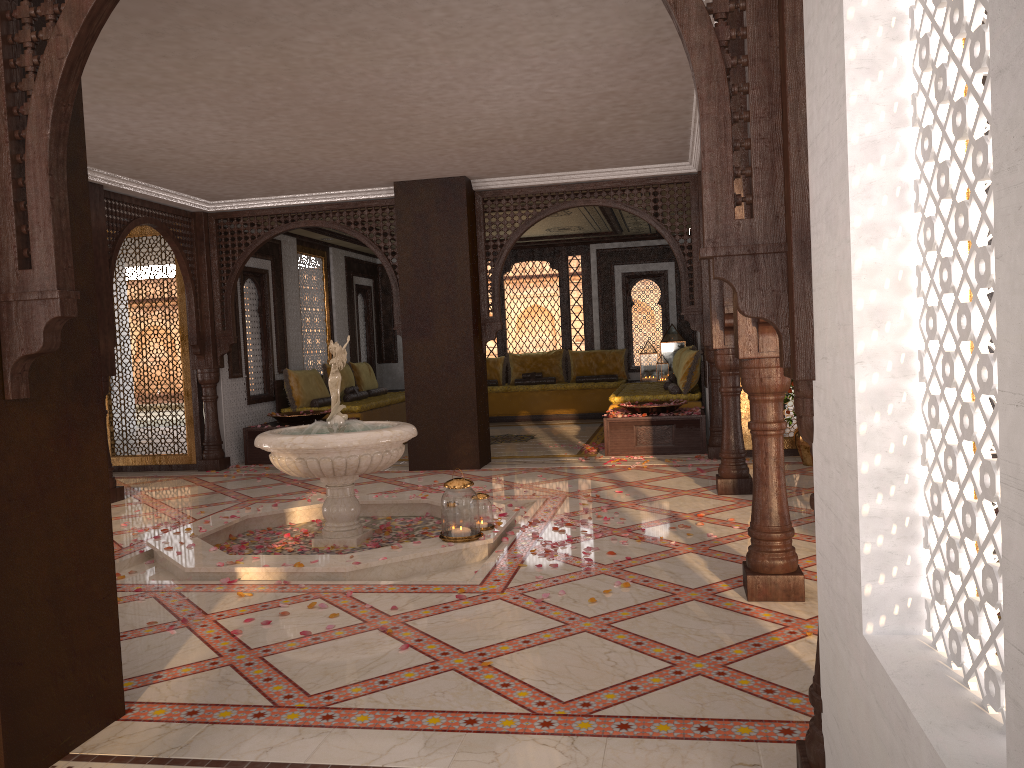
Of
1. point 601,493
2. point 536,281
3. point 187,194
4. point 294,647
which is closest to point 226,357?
point 187,194

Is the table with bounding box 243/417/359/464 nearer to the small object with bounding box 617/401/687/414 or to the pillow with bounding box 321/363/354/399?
the pillow with bounding box 321/363/354/399

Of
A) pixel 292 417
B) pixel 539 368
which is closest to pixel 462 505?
pixel 292 417

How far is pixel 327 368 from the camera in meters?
11.9 m

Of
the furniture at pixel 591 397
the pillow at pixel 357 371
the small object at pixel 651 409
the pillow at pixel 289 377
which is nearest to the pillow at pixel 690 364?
the small object at pixel 651 409

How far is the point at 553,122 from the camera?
6.7m

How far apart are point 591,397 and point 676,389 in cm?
342

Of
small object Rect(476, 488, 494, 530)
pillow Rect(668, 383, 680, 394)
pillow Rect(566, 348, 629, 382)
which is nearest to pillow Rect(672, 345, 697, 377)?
pillow Rect(668, 383, 680, 394)

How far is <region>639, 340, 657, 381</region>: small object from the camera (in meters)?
13.94

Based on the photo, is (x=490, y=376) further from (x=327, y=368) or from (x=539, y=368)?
(x=327, y=368)
